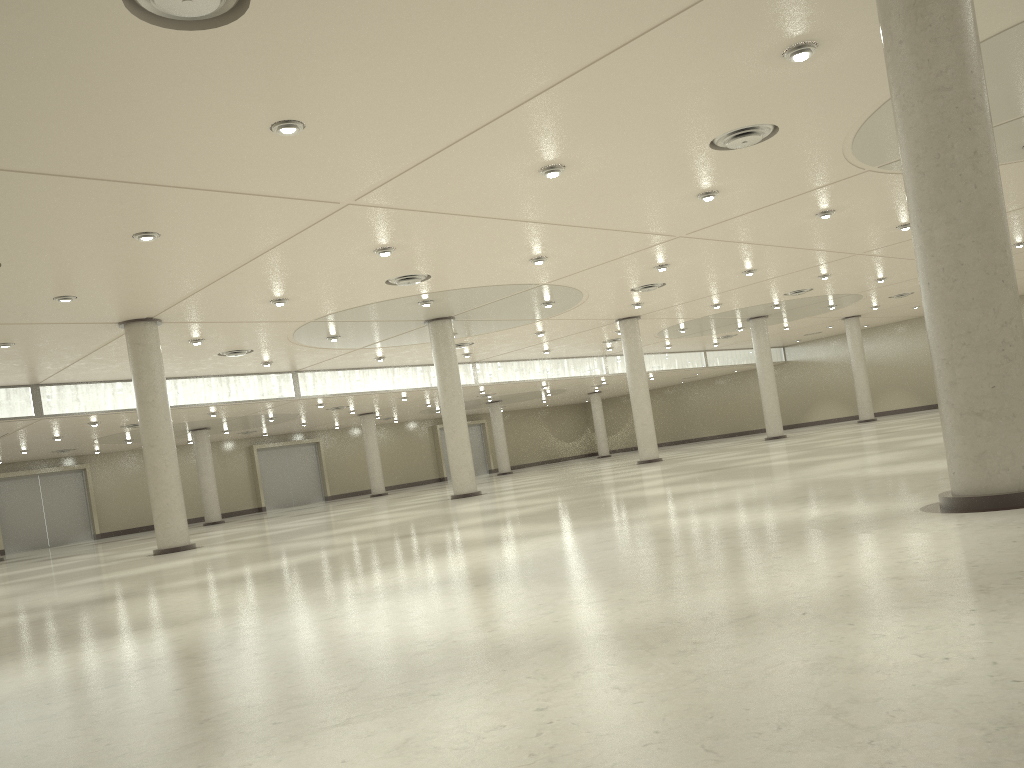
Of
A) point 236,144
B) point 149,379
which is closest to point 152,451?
point 149,379
